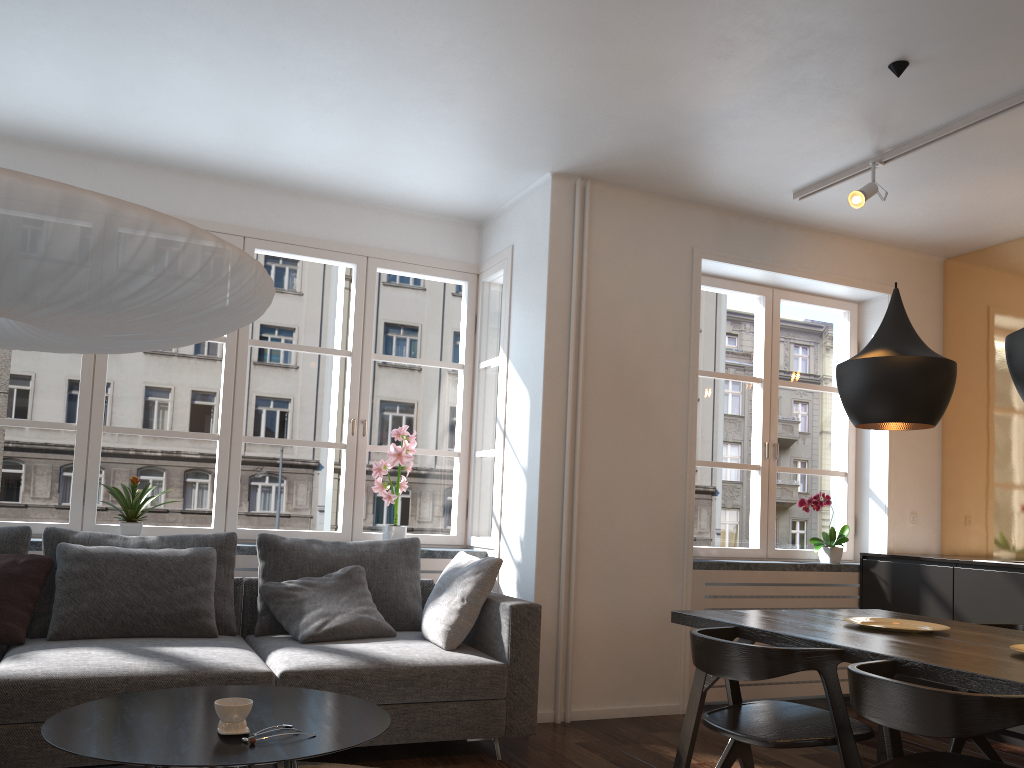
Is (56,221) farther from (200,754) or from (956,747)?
(956,747)

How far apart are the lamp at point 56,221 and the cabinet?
3.8m

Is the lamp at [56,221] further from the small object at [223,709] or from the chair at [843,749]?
the chair at [843,749]

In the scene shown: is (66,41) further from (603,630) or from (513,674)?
(603,630)

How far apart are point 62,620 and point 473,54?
2.79m

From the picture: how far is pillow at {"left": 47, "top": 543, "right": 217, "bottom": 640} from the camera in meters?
3.6 m

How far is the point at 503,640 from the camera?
3.7m

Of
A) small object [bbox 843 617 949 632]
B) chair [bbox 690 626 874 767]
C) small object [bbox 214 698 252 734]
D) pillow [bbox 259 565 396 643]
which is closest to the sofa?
pillow [bbox 259 565 396 643]

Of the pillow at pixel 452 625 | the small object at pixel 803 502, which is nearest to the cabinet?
the small object at pixel 803 502

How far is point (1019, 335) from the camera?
2.6 meters
